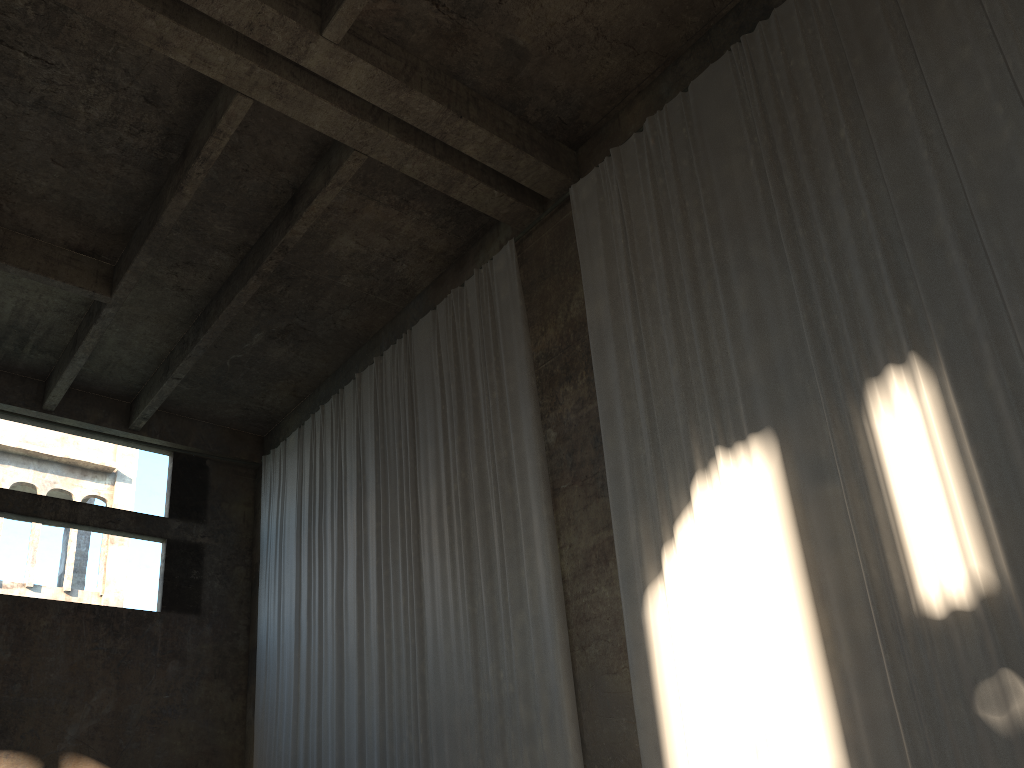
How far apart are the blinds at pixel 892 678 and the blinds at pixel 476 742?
1.0 meters

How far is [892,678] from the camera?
6.3 meters

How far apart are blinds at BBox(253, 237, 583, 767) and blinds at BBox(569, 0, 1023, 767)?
1.0 meters

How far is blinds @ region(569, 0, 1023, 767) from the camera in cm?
634

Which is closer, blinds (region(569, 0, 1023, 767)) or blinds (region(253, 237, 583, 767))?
blinds (region(569, 0, 1023, 767))

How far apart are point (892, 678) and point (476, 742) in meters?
5.0

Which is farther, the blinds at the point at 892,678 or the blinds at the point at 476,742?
the blinds at the point at 476,742

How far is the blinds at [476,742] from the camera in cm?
975
